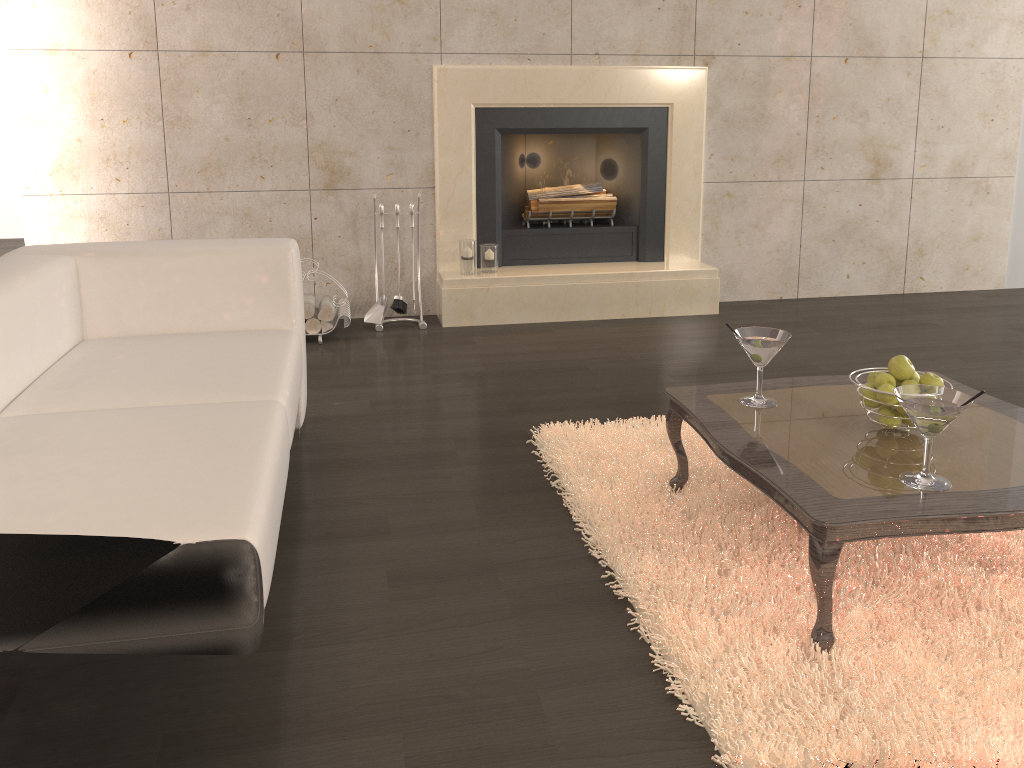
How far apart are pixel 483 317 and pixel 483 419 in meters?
1.4

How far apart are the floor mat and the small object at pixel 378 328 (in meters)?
1.64

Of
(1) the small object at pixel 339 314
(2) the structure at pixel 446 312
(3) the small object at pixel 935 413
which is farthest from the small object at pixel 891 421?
(1) the small object at pixel 339 314

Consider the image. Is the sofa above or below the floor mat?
above

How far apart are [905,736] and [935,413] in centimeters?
63cm

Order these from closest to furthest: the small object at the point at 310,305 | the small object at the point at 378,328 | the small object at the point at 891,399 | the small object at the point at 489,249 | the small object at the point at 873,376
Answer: the small object at the point at 891,399 → the small object at the point at 873,376 → the small object at the point at 310,305 → the small object at the point at 378,328 → the small object at the point at 489,249

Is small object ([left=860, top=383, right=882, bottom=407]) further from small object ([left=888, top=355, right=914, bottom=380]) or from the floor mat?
the floor mat

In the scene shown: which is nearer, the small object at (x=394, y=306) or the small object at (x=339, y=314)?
the small object at (x=339, y=314)

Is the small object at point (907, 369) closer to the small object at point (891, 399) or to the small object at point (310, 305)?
the small object at point (891, 399)

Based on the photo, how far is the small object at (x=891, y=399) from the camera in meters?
2.1
